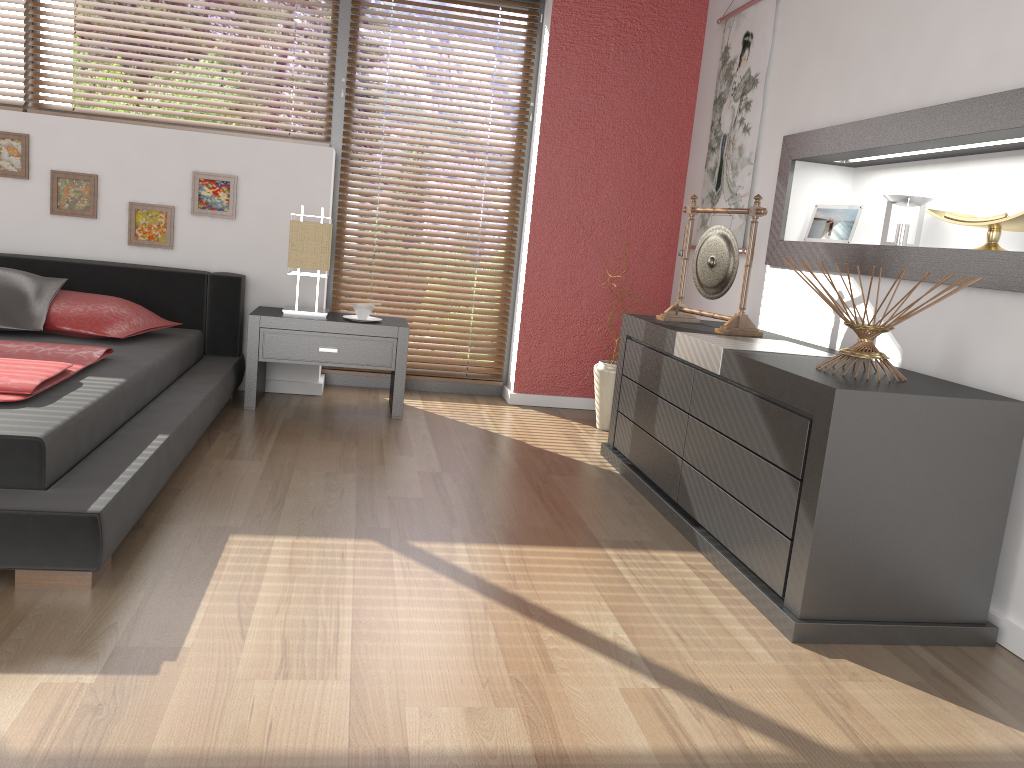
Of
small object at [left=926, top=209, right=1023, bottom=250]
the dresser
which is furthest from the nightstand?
small object at [left=926, top=209, right=1023, bottom=250]

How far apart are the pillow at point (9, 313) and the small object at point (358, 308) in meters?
1.2

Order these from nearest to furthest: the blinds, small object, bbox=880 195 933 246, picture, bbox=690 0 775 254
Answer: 1. small object, bbox=880 195 933 246
2. picture, bbox=690 0 775 254
3. the blinds

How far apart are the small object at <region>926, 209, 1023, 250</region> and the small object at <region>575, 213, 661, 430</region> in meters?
1.8 m

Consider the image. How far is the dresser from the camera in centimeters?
206cm

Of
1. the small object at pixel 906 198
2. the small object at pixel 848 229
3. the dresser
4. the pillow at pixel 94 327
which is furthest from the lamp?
the small object at pixel 906 198

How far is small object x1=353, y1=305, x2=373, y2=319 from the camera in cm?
403

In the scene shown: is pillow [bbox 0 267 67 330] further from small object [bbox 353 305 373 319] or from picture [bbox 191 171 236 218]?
small object [bbox 353 305 373 319]

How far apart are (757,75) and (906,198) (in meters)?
1.19

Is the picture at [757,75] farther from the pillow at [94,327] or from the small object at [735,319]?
the pillow at [94,327]
